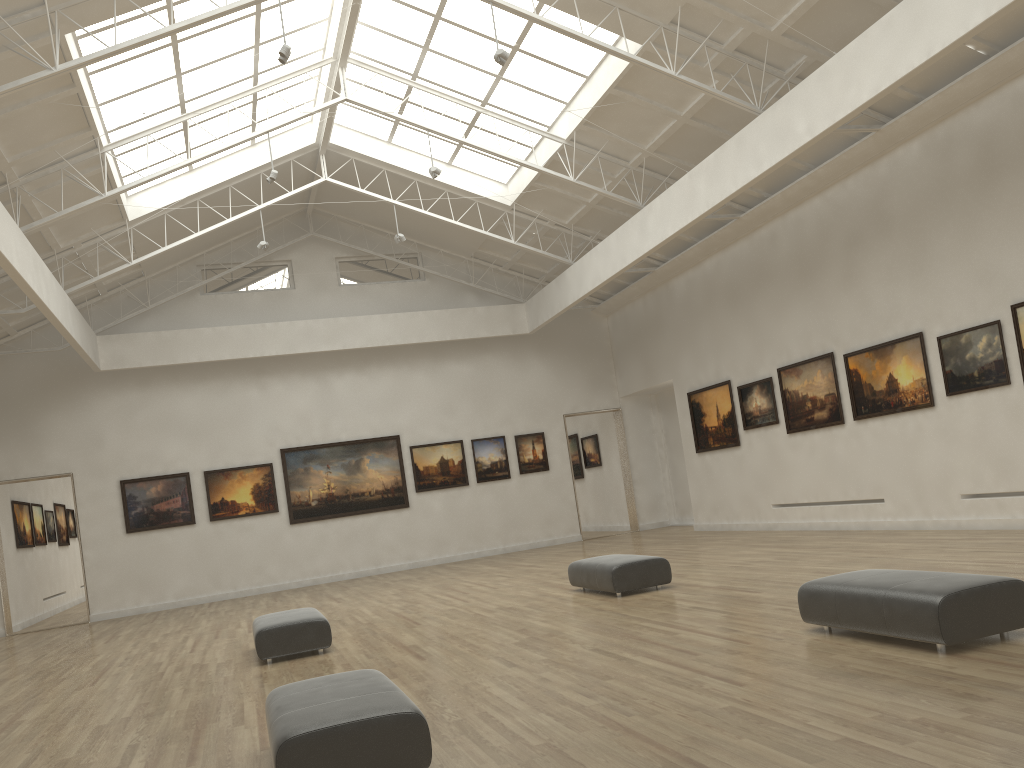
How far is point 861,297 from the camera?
24.6 meters
